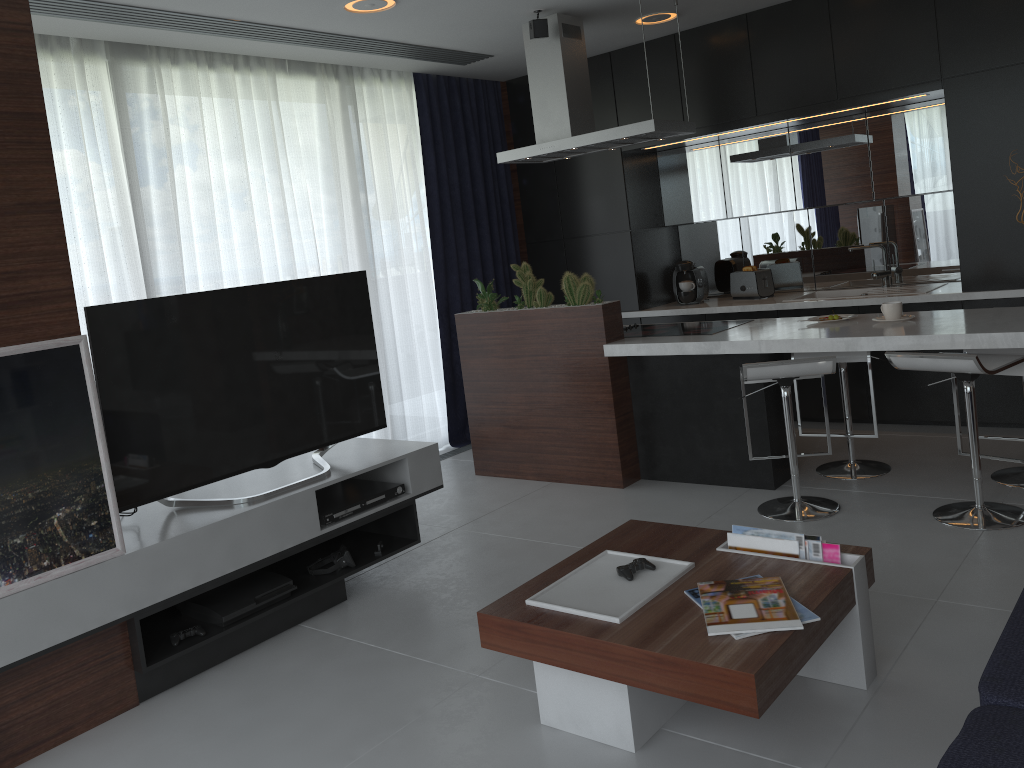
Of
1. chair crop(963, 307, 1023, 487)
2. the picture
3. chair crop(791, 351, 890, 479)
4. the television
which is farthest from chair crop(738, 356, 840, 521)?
the picture

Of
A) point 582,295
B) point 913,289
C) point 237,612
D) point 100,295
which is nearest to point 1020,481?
point 913,289

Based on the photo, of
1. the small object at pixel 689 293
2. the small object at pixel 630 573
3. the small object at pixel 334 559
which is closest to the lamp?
the small object at pixel 689 293

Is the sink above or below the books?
above

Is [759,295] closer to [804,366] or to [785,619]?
[804,366]

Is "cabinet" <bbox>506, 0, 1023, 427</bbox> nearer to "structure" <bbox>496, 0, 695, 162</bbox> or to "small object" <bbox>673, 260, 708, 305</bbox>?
"small object" <bbox>673, 260, 708, 305</bbox>

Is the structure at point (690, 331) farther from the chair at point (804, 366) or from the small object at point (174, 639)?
the small object at point (174, 639)

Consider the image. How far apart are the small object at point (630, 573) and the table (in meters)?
0.02

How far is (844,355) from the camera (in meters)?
4.18

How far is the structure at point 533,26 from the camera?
4.6m
